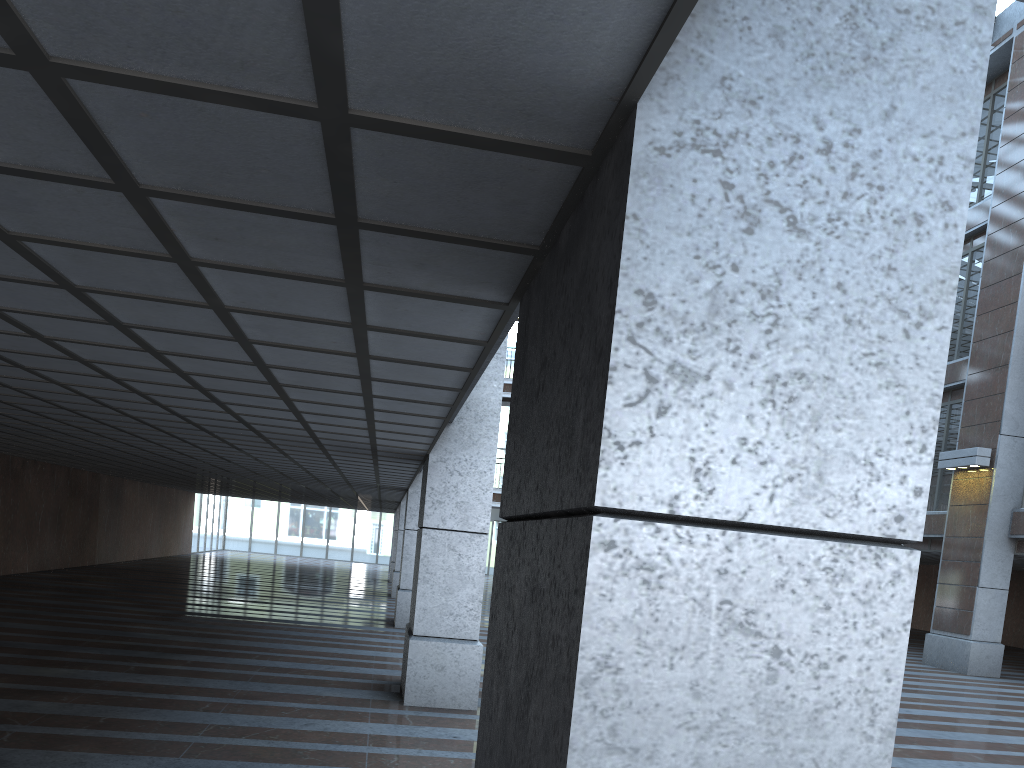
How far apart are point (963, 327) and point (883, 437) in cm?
3212
